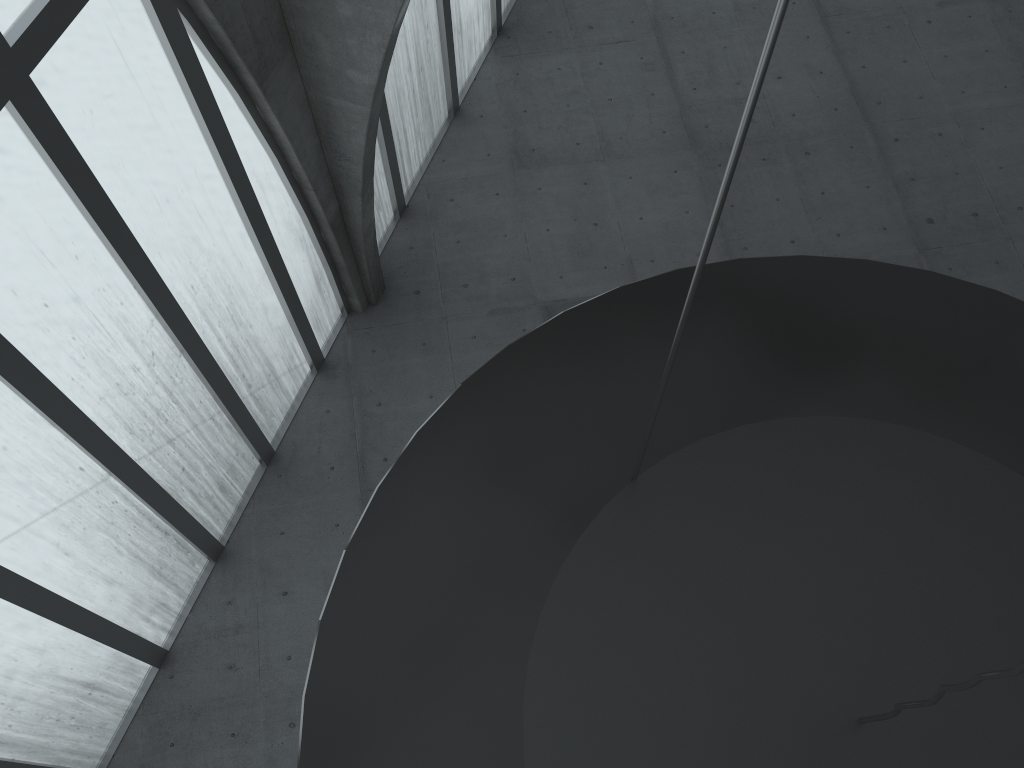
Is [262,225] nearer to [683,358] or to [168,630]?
[168,630]

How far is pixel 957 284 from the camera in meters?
9.8 m

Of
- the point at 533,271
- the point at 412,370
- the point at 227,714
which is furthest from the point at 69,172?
the point at 533,271
